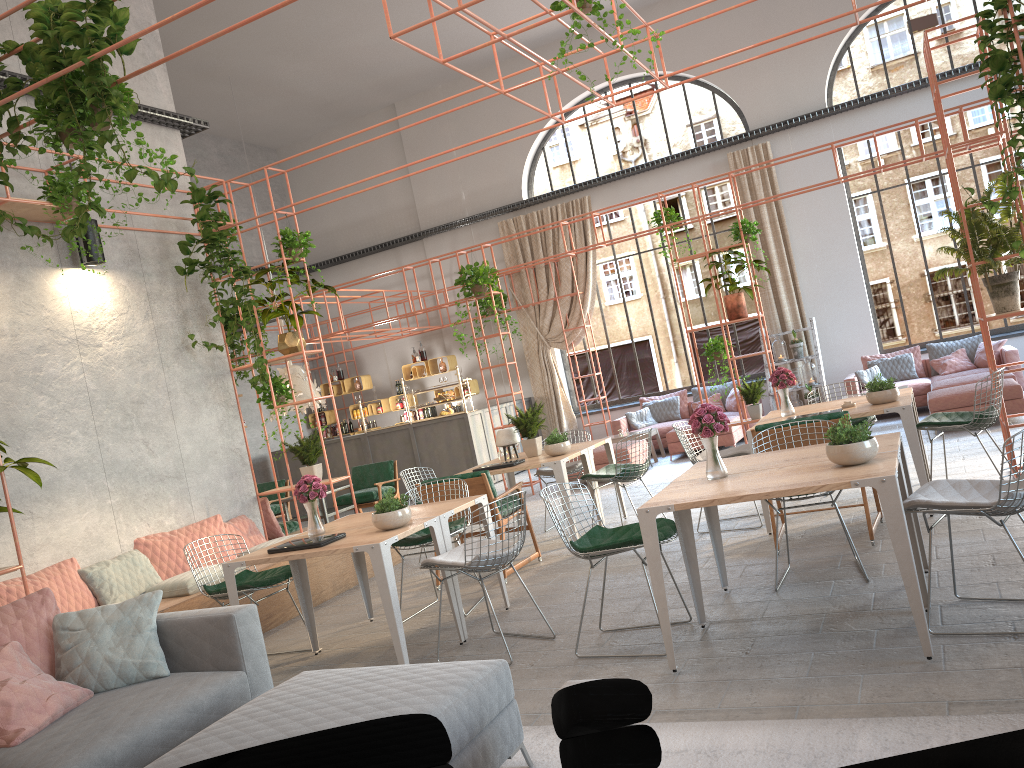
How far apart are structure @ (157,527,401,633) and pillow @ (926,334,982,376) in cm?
850

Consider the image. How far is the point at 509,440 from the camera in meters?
8.6

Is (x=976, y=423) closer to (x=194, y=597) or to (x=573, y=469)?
(x=573, y=469)

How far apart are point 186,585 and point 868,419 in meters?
5.8

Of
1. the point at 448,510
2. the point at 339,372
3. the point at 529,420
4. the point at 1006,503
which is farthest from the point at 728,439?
the point at 1006,503

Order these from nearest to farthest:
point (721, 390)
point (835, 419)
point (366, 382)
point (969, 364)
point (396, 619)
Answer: point (396, 619) → point (835, 419) → point (969, 364) → point (721, 390) → point (366, 382)

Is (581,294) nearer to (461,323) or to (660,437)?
(461,323)

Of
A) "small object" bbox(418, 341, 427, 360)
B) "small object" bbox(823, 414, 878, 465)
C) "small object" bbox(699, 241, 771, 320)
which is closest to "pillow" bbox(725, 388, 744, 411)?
"small object" bbox(699, 241, 771, 320)

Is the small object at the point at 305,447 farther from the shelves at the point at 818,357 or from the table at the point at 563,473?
the shelves at the point at 818,357

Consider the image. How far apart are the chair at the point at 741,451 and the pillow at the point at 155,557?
4.14m
